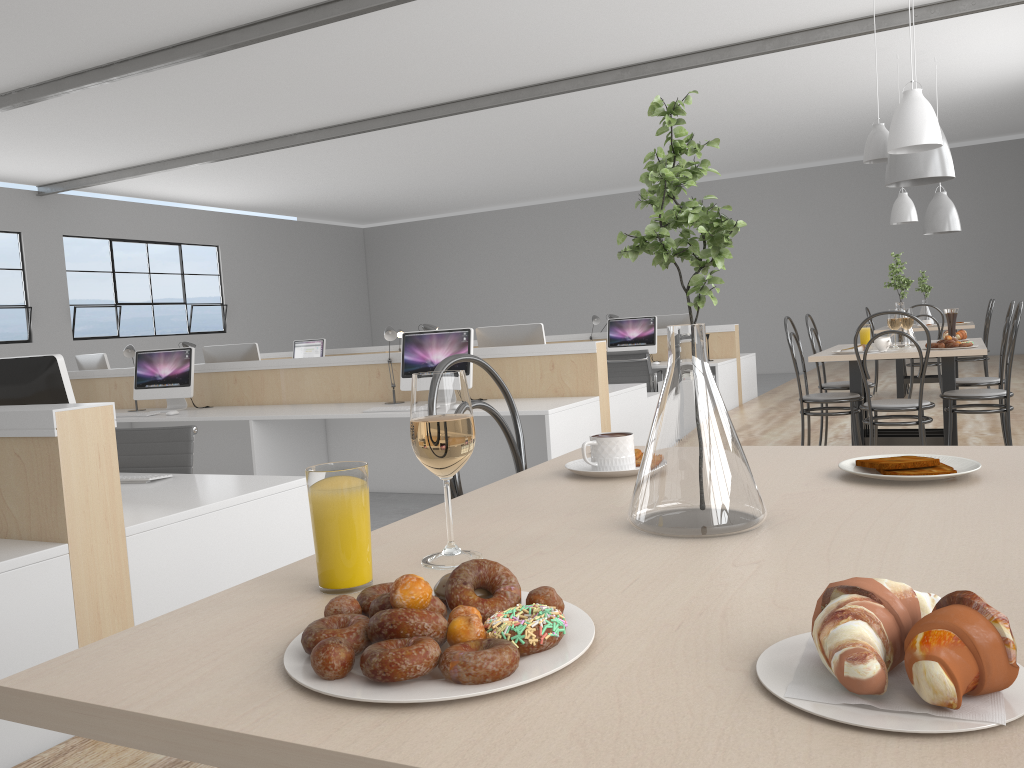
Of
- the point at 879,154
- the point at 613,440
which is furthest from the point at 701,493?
the point at 879,154

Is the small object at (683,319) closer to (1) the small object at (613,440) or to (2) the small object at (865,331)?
(2) the small object at (865,331)

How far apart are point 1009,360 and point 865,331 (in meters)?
0.86

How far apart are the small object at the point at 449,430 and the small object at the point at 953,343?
3.2 meters

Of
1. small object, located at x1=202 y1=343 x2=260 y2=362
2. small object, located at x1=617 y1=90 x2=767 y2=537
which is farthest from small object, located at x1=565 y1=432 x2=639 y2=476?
small object, located at x1=202 y1=343 x2=260 y2=362

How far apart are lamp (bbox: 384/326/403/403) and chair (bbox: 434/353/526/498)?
3.3m

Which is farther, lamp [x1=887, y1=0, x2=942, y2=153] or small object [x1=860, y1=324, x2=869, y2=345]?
small object [x1=860, y1=324, x2=869, y2=345]

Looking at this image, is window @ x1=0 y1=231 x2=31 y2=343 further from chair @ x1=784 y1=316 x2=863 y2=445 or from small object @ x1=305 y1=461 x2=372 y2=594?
small object @ x1=305 y1=461 x2=372 y2=594

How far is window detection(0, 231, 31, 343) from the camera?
9.00m

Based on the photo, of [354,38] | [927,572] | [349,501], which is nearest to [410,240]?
[354,38]
